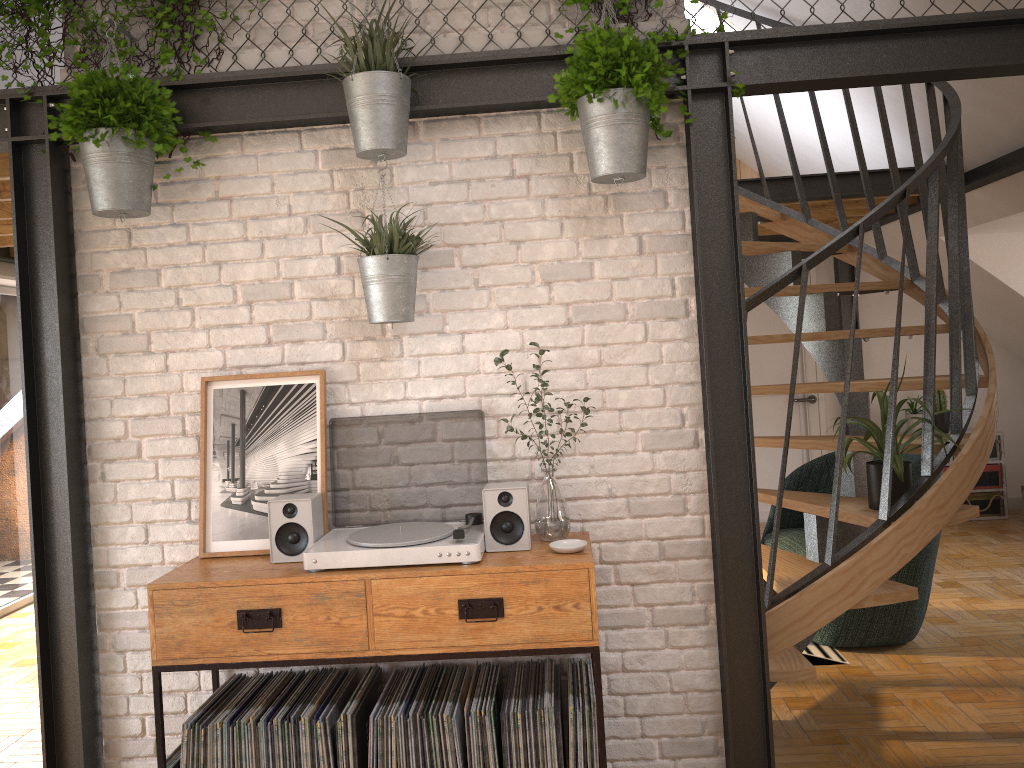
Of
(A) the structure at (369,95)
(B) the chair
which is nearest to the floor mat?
(B) the chair

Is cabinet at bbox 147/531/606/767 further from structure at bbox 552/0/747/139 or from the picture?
structure at bbox 552/0/747/139

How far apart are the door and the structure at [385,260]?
5.30m

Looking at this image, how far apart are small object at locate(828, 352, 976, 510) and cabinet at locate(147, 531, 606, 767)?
1.2m

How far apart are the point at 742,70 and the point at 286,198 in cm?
153

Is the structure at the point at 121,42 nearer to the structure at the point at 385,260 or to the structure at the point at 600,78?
the structure at the point at 385,260

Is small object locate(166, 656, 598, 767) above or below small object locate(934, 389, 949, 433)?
below

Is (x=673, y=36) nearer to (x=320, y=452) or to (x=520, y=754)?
(x=320, y=452)

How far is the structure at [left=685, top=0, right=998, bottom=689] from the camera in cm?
302

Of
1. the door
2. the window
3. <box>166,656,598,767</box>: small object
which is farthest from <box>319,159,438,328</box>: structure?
the door
